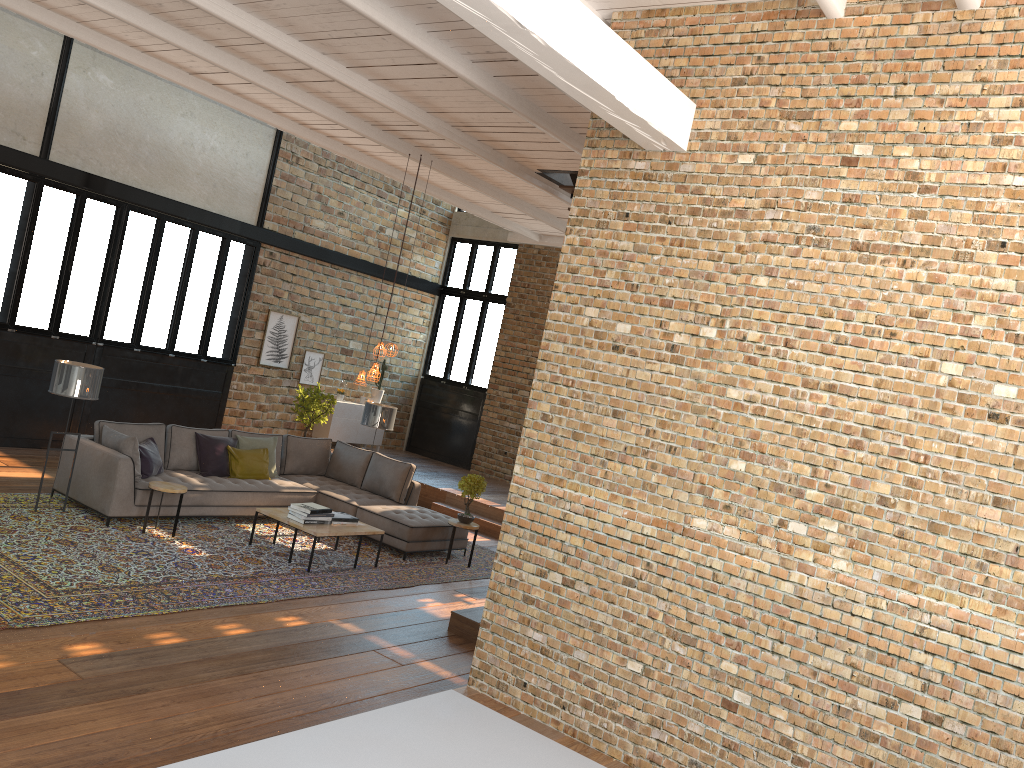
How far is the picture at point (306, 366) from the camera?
14.5m

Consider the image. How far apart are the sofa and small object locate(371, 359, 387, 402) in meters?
4.6

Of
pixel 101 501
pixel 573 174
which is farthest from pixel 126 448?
pixel 573 174

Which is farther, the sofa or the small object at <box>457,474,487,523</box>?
the small object at <box>457,474,487,523</box>

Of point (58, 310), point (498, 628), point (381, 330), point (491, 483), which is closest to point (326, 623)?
point (498, 628)

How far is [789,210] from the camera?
4.5 meters

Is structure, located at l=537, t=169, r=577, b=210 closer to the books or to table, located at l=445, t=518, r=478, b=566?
table, located at l=445, t=518, r=478, b=566

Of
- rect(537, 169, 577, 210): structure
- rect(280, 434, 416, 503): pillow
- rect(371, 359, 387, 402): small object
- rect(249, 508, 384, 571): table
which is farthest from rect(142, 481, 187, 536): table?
rect(371, 359, 387, 402): small object

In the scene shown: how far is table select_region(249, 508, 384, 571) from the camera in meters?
8.3 m

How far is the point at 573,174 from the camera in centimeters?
942cm
